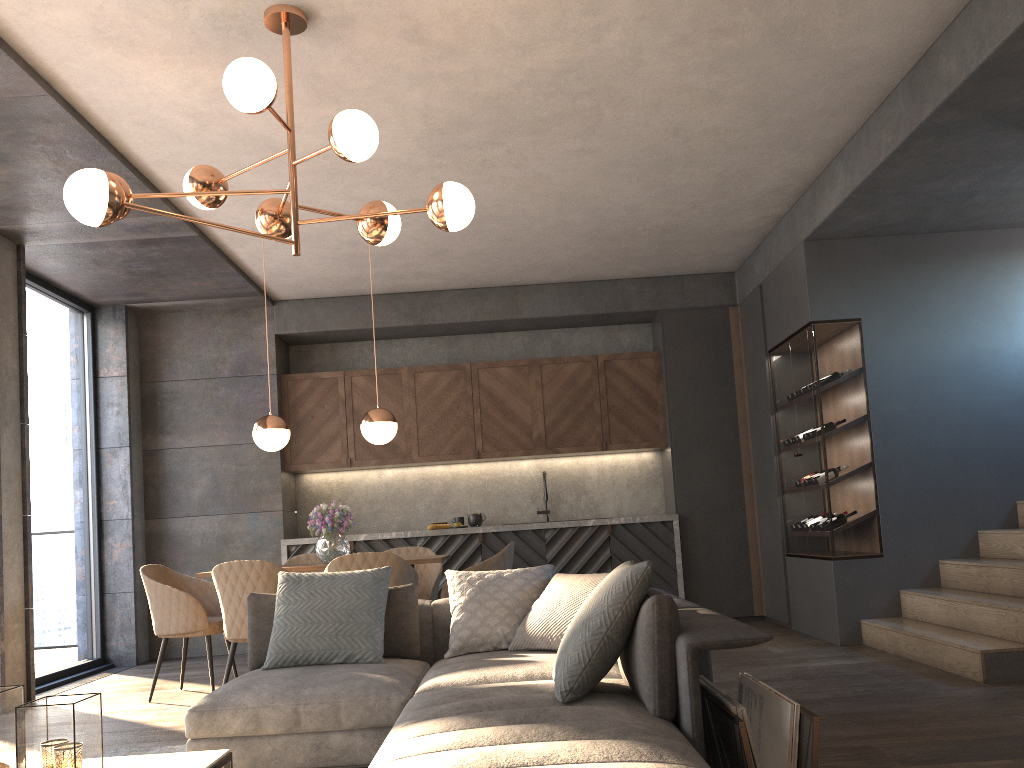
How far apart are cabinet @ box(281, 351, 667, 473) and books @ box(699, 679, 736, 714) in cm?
506

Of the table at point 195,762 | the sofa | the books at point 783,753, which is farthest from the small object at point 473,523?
the table at point 195,762

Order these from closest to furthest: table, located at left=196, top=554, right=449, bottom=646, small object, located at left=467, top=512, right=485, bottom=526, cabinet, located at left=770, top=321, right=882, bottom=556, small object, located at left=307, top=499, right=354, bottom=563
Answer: table, located at left=196, top=554, right=449, bottom=646
small object, located at left=307, top=499, right=354, bottom=563
cabinet, located at left=770, top=321, right=882, bottom=556
small object, located at left=467, top=512, right=485, bottom=526

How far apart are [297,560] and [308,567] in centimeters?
123cm

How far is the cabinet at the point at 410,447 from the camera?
7.80m

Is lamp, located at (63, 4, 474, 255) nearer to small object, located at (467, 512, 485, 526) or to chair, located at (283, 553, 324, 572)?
chair, located at (283, 553, 324, 572)

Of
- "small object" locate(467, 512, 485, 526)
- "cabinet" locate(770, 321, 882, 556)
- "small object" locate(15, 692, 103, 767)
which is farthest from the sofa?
"small object" locate(467, 512, 485, 526)

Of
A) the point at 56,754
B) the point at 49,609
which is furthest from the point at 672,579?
the point at 56,754

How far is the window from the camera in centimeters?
640cm

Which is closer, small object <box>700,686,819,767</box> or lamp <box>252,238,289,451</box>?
small object <box>700,686,819,767</box>
